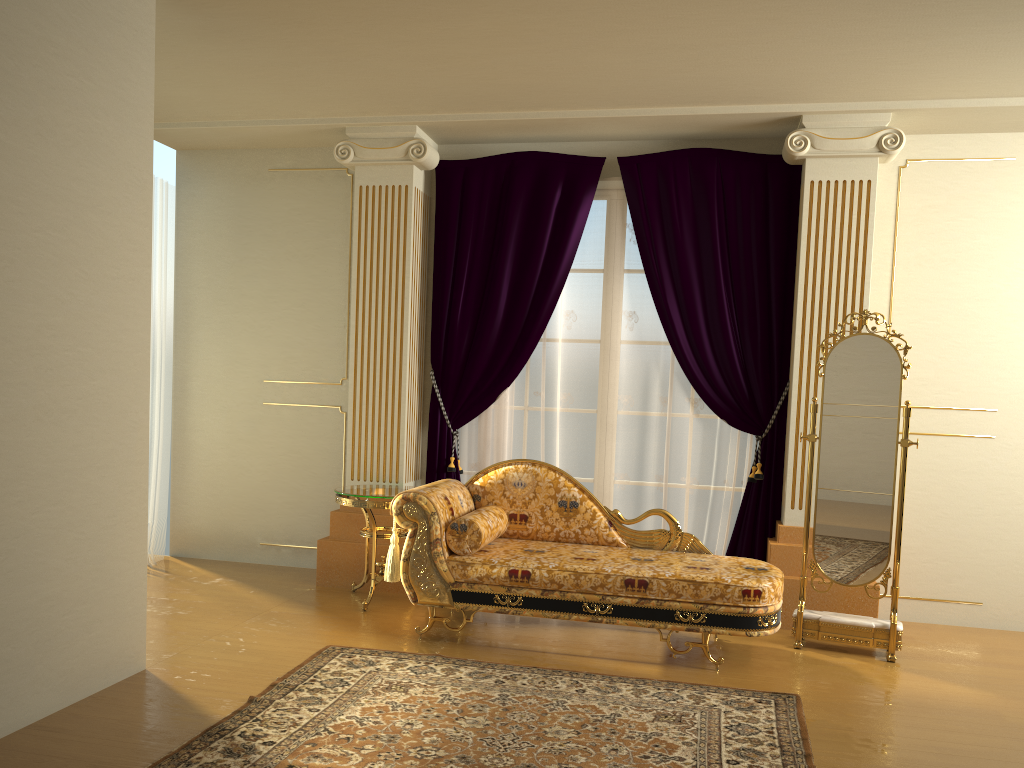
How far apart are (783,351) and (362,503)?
2.5 meters

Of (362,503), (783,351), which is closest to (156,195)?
(362,503)

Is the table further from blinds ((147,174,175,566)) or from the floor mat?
blinds ((147,174,175,566))

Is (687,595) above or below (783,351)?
below

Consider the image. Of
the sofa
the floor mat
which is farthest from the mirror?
the floor mat

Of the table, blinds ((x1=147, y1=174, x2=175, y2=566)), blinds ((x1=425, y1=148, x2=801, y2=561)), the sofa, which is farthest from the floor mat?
blinds ((x1=147, y1=174, x2=175, y2=566))

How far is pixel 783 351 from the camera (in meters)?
5.02

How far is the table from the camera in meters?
4.7 m

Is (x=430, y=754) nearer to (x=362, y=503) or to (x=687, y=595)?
(x=687, y=595)

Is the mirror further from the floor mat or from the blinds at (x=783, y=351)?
the floor mat
